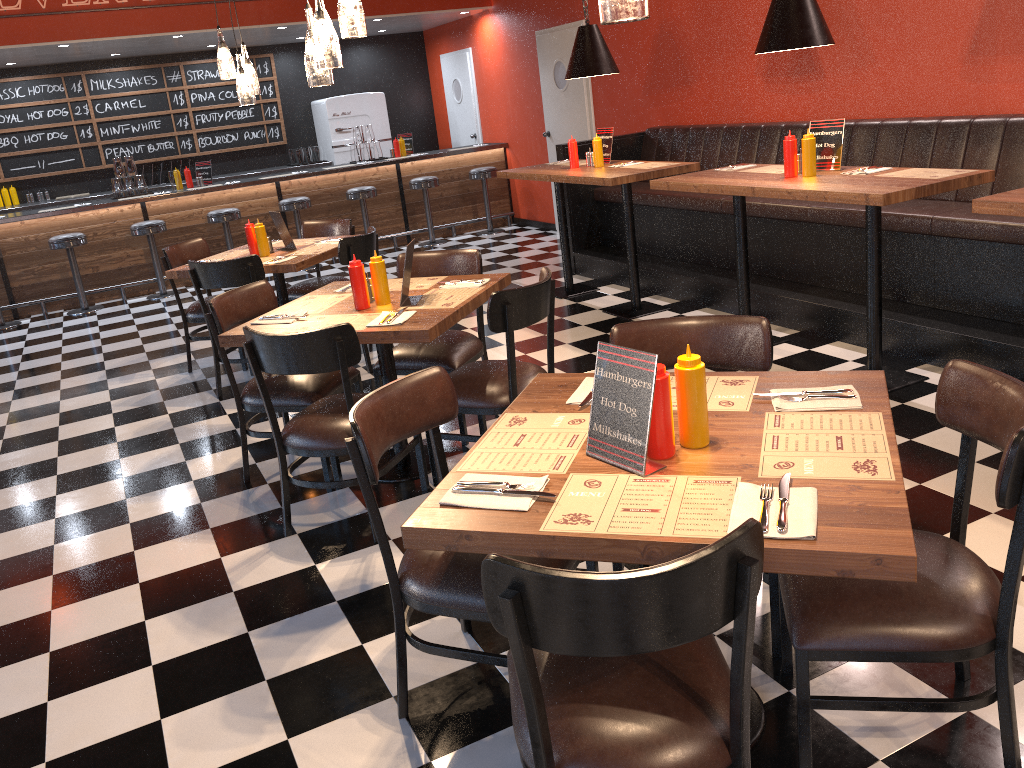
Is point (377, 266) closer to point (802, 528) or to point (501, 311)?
point (501, 311)

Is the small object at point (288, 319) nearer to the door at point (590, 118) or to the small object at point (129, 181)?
the door at point (590, 118)

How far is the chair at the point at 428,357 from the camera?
4.2 meters

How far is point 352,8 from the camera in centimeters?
347cm

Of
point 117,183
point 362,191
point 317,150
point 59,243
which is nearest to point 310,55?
point 59,243

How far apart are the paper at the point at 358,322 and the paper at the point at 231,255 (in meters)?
2.39

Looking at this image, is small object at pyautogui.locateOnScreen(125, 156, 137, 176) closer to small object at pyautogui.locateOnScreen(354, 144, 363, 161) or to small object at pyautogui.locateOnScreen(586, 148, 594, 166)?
small object at pyautogui.locateOnScreen(354, 144, 363, 161)

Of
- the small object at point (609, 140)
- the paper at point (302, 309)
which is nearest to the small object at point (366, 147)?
the small object at point (609, 140)

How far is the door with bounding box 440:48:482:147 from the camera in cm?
1118

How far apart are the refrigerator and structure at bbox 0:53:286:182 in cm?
46
